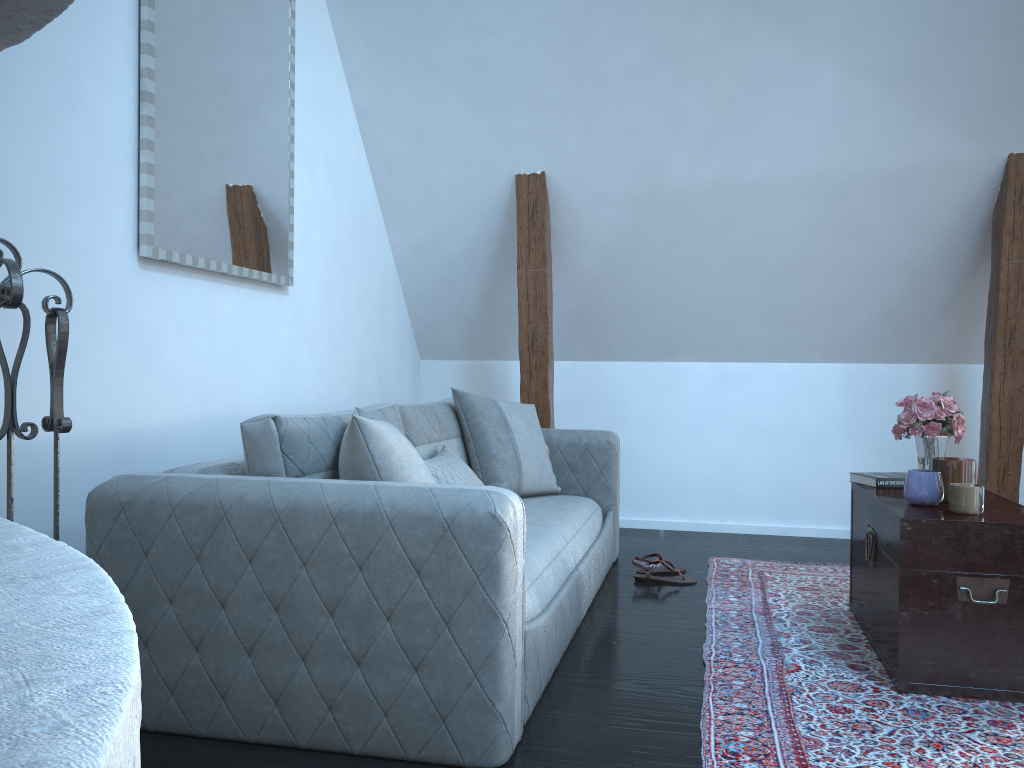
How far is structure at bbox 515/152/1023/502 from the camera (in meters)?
3.96

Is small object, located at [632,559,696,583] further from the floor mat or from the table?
the table

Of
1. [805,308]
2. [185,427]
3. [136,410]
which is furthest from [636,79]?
[136,410]

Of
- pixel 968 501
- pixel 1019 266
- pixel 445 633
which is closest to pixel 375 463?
pixel 445 633

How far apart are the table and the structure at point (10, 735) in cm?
213

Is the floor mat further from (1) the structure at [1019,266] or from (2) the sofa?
(1) the structure at [1019,266]

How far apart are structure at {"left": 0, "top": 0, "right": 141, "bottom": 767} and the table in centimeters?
213cm

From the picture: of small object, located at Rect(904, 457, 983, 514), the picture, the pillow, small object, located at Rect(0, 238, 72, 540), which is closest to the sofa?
the pillow

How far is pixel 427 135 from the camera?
4.3m

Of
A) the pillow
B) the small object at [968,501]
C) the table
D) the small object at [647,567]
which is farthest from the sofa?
the small object at [968,501]
